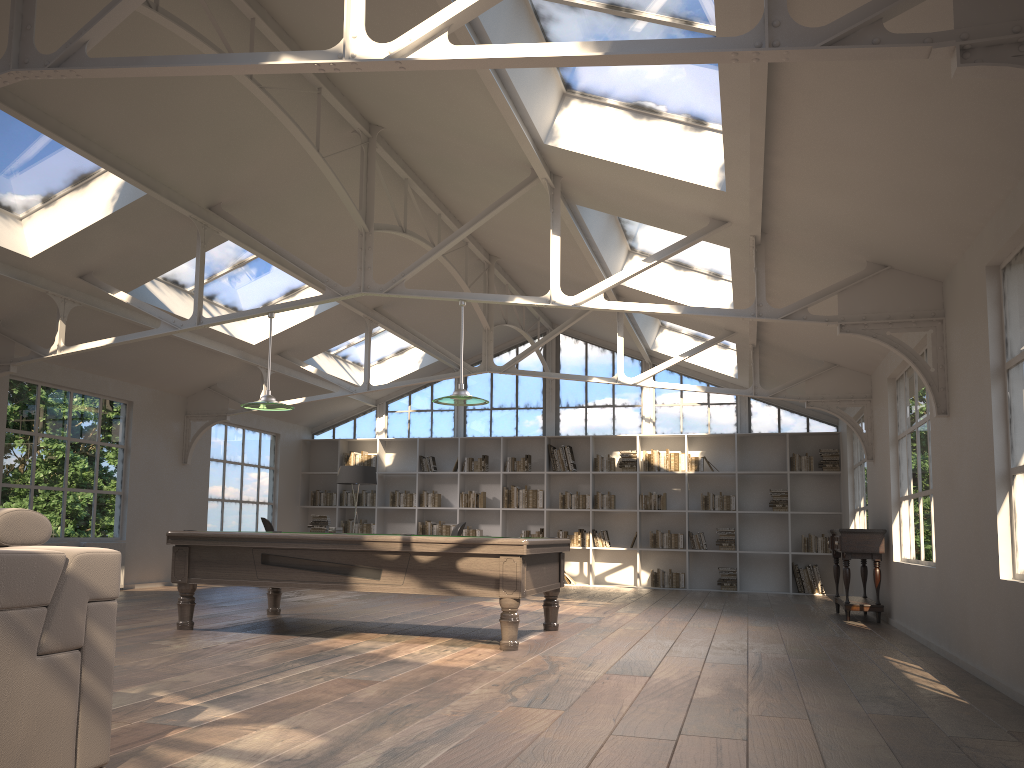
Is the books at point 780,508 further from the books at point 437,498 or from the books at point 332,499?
the books at point 332,499

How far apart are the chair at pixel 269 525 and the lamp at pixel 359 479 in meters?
1.5 m

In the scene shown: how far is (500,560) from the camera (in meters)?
5.97

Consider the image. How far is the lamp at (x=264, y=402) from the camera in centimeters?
727cm

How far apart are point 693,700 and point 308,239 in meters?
6.4 m

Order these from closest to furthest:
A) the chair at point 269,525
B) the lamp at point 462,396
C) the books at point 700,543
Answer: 1. the lamp at point 462,396
2. the chair at point 269,525
3. the books at point 700,543

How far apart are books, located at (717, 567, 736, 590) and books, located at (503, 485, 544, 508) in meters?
2.9 m

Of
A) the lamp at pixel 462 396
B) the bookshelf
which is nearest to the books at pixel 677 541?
the bookshelf

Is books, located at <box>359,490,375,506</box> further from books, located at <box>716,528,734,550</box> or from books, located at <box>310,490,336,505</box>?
books, located at <box>716,528,734,550</box>

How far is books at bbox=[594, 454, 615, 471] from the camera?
13.74m
